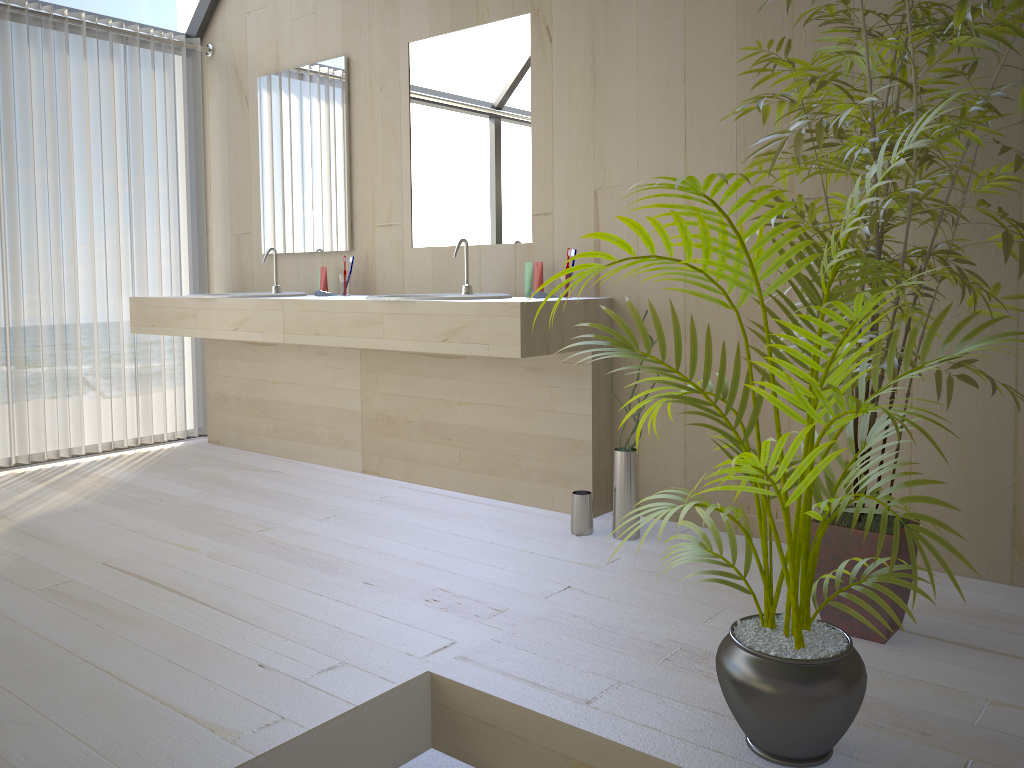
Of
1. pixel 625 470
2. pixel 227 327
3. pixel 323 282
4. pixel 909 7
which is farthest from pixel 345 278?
pixel 909 7

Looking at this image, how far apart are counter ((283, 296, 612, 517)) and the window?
1.98m

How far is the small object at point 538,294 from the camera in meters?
3.1 m

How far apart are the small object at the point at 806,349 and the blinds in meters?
3.3 m

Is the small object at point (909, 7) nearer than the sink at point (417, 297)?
Yes

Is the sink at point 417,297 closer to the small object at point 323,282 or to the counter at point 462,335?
the counter at point 462,335

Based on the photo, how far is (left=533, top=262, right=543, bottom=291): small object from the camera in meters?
3.2 m

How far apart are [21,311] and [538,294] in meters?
2.4 m

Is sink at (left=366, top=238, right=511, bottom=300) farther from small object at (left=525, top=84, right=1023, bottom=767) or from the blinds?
the blinds

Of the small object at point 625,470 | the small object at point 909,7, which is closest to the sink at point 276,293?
the small object at point 625,470
